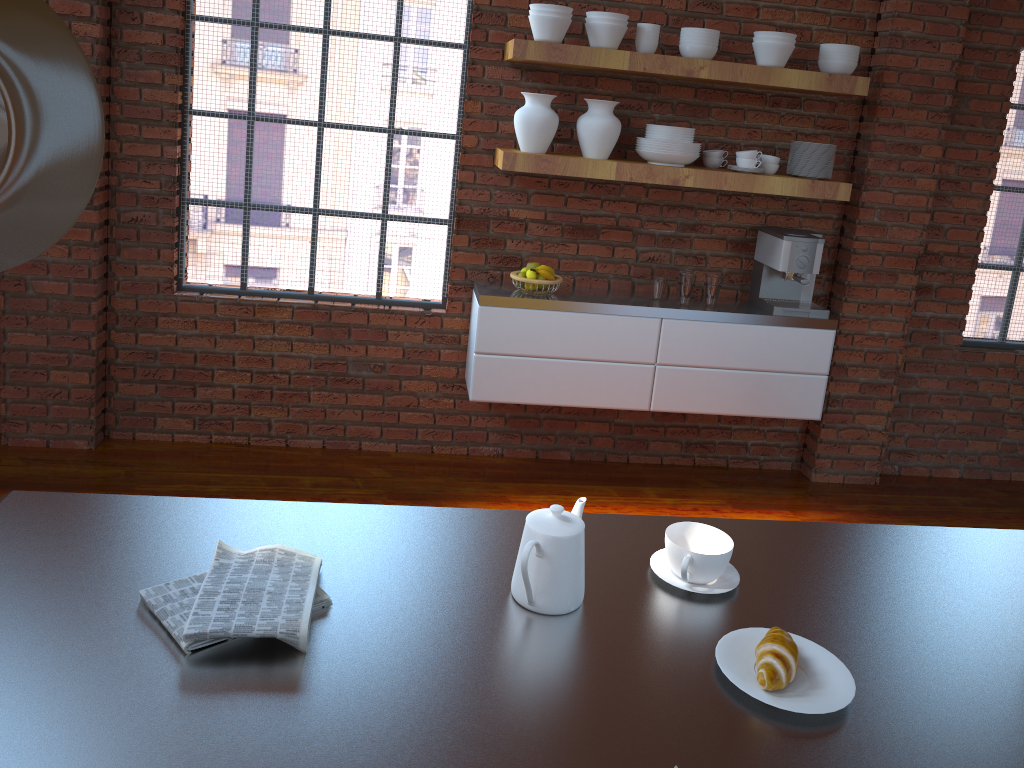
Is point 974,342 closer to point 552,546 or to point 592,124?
point 592,124

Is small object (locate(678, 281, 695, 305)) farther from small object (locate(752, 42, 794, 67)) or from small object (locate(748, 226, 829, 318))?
small object (locate(752, 42, 794, 67))

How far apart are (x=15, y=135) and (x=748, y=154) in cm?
345

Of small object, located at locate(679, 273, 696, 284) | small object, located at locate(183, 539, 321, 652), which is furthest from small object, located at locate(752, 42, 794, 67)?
small object, located at locate(183, 539, 321, 652)

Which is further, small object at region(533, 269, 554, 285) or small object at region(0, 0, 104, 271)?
small object at region(533, 269, 554, 285)

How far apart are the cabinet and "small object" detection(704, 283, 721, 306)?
0.0 meters

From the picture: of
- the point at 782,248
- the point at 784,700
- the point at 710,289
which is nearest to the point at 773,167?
the point at 782,248

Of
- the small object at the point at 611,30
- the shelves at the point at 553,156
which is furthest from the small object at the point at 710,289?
the small object at the point at 611,30

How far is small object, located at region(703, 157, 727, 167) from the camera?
3.88m

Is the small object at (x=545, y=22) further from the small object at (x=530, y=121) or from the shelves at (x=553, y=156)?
A: the shelves at (x=553, y=156)
